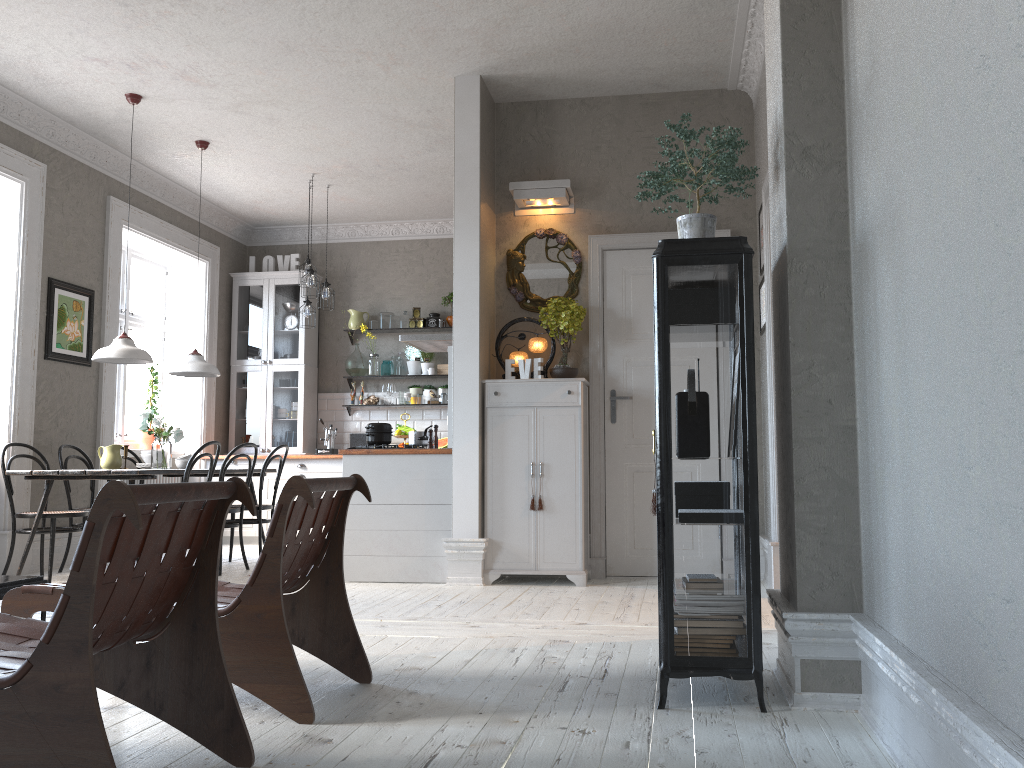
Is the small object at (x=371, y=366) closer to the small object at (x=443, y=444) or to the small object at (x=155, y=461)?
the small object at (x=443, y=444)

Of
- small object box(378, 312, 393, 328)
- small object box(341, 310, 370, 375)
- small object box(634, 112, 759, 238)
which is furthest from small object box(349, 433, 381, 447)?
small object box(634, 112, 759, 238)

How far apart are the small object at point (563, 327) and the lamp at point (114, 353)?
2.71m

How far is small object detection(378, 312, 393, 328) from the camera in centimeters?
922cm

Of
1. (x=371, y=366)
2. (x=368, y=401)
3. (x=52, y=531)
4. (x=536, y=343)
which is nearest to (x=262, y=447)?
(x=368, y=401)

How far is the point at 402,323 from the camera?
9.3m

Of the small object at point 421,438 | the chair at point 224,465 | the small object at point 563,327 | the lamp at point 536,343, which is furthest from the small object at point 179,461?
the small object at point 563,327

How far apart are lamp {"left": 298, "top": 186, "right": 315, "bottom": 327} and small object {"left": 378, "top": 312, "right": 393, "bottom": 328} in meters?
1.3

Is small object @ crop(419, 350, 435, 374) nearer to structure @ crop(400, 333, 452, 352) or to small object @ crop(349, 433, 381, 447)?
small object @ crop(349, 433, 381, 447)

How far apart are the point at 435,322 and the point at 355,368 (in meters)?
0.96
